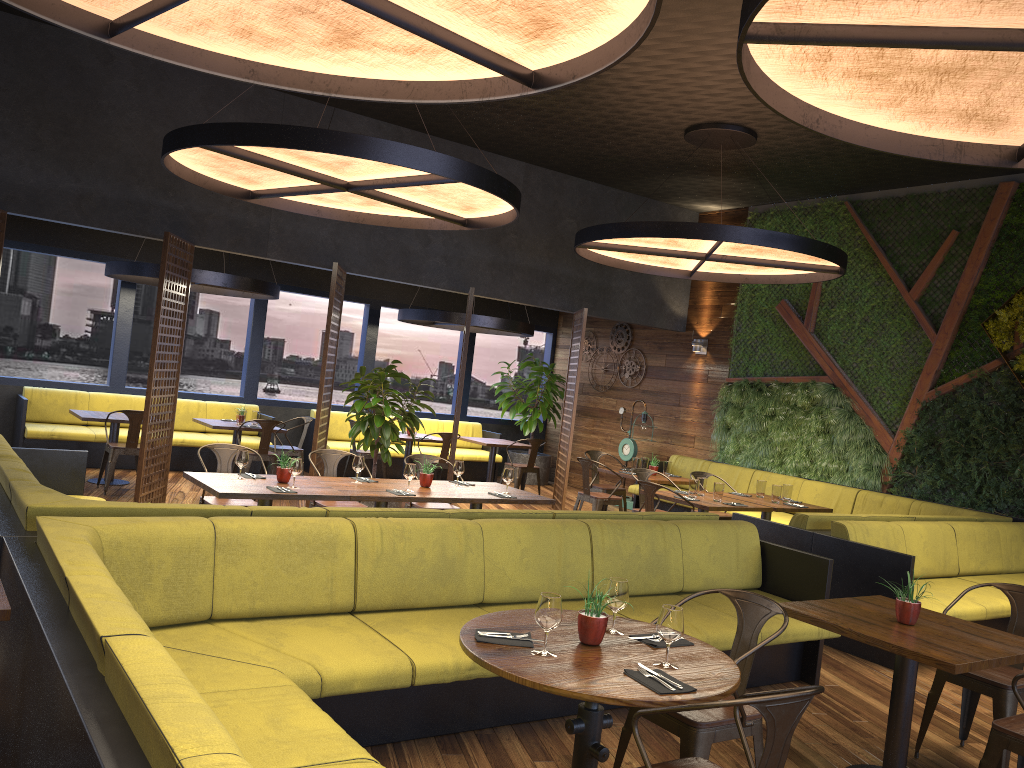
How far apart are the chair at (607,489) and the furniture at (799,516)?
0.91m

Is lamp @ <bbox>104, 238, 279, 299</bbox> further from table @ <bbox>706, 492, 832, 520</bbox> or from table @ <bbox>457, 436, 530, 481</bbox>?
table @ <bbox>706, 492, 832, 520</bbox>

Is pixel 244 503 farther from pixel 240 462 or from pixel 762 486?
pixel 762 486

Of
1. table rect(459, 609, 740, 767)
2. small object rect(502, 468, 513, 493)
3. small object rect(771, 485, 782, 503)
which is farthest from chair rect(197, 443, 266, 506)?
small object rect(771, 485, 782, 503)

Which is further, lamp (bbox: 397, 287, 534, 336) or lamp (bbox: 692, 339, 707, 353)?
lamp (bbox: 692, 339, 707, 353)

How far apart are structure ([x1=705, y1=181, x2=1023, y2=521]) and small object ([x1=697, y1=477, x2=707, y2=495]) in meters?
2.7

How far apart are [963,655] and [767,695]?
1.8m

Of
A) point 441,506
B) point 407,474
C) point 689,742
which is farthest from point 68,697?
point 441,506

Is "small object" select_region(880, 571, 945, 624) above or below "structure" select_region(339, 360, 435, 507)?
below

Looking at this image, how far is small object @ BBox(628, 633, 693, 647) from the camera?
3.3m
